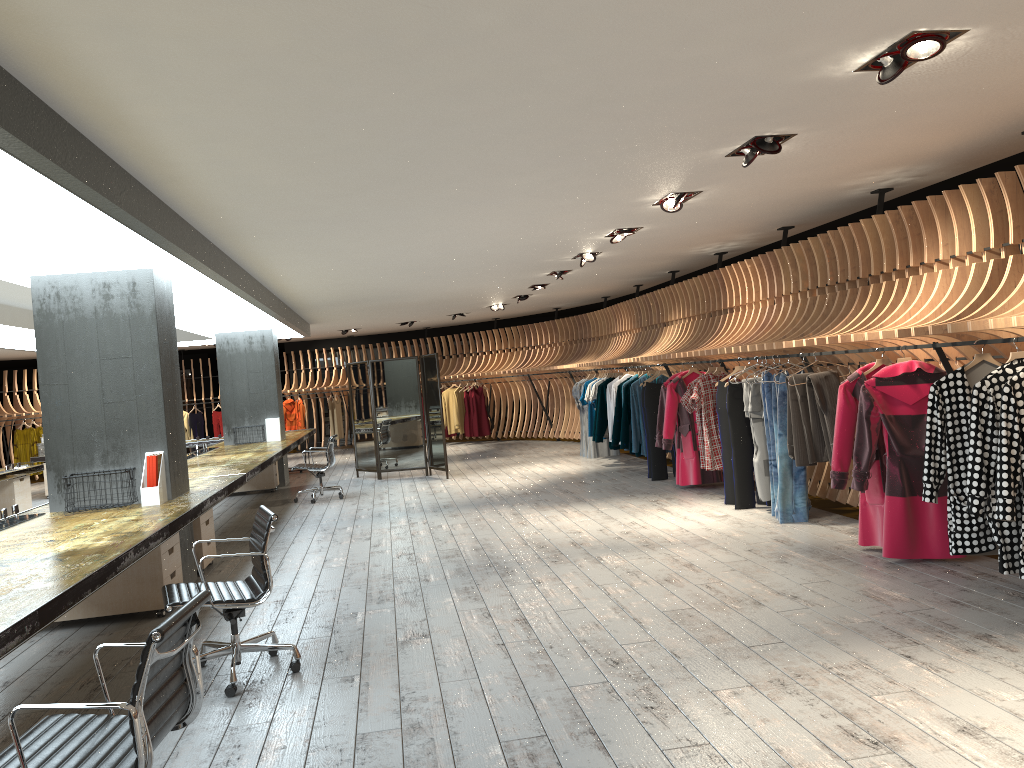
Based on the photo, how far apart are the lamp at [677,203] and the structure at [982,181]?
1.4 meters

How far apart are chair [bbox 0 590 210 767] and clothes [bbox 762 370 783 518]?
5.92m

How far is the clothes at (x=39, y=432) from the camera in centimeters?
1892cm

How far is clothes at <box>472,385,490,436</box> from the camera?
19.4 meters

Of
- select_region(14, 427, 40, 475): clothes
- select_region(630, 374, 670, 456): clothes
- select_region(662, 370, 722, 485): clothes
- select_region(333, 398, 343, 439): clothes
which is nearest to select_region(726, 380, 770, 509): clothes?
select_region(662, 370, 722, 485): clothes

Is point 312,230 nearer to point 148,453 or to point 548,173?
point 148,453

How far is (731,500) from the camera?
8.79m

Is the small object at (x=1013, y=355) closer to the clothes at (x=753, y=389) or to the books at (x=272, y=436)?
the clothes at (x=753, y=389)

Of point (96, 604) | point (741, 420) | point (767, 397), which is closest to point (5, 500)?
point (96, 604)

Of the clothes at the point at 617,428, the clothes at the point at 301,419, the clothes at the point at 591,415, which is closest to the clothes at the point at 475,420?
the clothes at the point at 301,419
